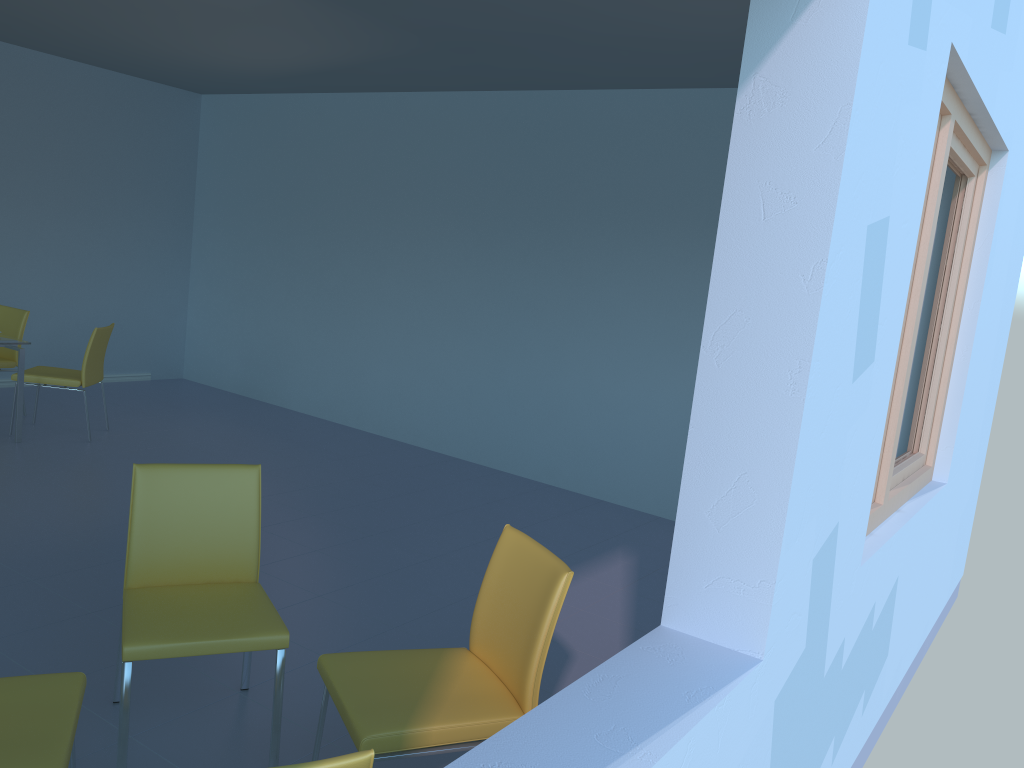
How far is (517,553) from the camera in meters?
2.2

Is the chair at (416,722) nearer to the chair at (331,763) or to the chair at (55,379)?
the chair at (331,763)

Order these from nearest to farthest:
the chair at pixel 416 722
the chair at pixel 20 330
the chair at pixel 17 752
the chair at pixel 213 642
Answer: the chair at pixel 17 752, the chair at pixel 416 722, the chair at pixel 213 642, the chair at pixel 20 330

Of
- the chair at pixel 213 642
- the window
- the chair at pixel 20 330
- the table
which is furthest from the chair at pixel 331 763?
the chair at pixel 20 330

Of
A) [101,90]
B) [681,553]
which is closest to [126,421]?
[101,90]

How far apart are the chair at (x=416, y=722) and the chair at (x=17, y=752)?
0.5m

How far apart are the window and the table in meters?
4.7 m

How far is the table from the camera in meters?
5.1

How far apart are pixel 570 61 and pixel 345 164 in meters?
2.4 m

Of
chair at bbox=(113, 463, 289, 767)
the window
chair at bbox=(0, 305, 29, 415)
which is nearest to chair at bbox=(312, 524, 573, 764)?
chair at bbox=(113, 463, 289, 767)
